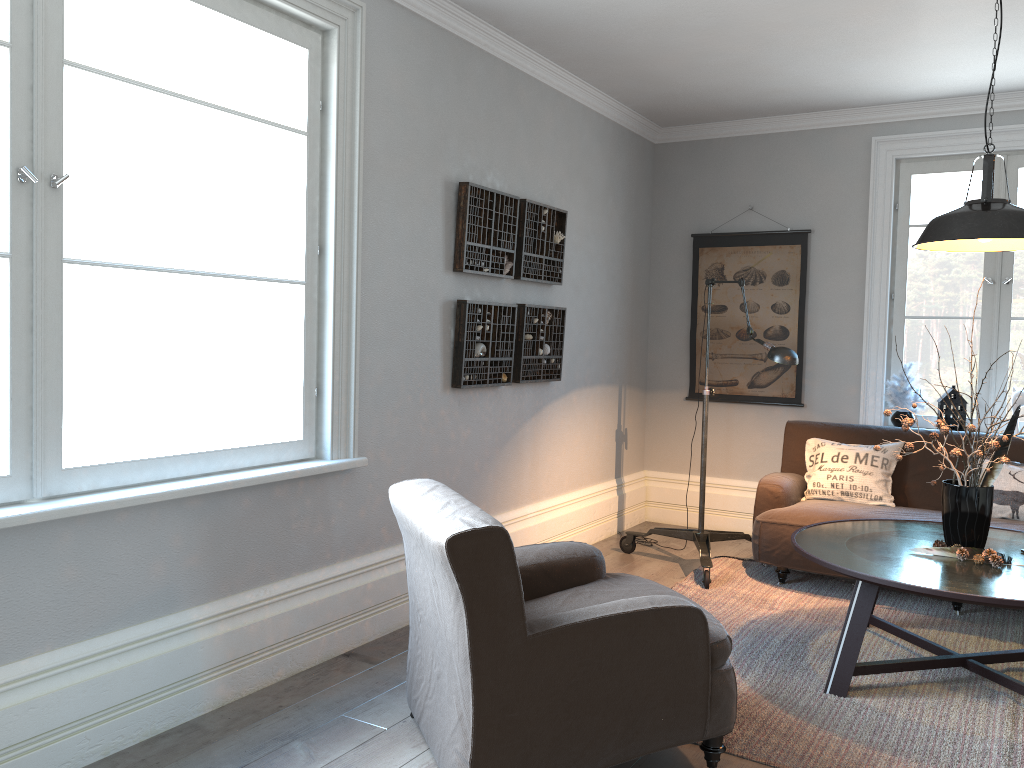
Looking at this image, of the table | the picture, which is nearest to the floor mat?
the table

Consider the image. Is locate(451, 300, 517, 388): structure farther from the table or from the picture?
the picture

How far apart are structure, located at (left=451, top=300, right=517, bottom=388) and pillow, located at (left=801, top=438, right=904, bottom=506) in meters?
1.8 m

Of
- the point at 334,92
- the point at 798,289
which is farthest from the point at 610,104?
the point at 334,92

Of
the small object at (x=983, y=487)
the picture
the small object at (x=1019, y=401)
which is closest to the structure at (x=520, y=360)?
the picture

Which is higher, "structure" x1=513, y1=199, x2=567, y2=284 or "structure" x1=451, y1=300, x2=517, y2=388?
"structure" x1=513, y1=199, x2=567, y2=284

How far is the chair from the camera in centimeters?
227cm

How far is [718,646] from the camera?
2.5 meters

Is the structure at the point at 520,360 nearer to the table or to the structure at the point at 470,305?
the structure at the point at 470,305

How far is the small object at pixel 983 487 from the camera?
3.32m
